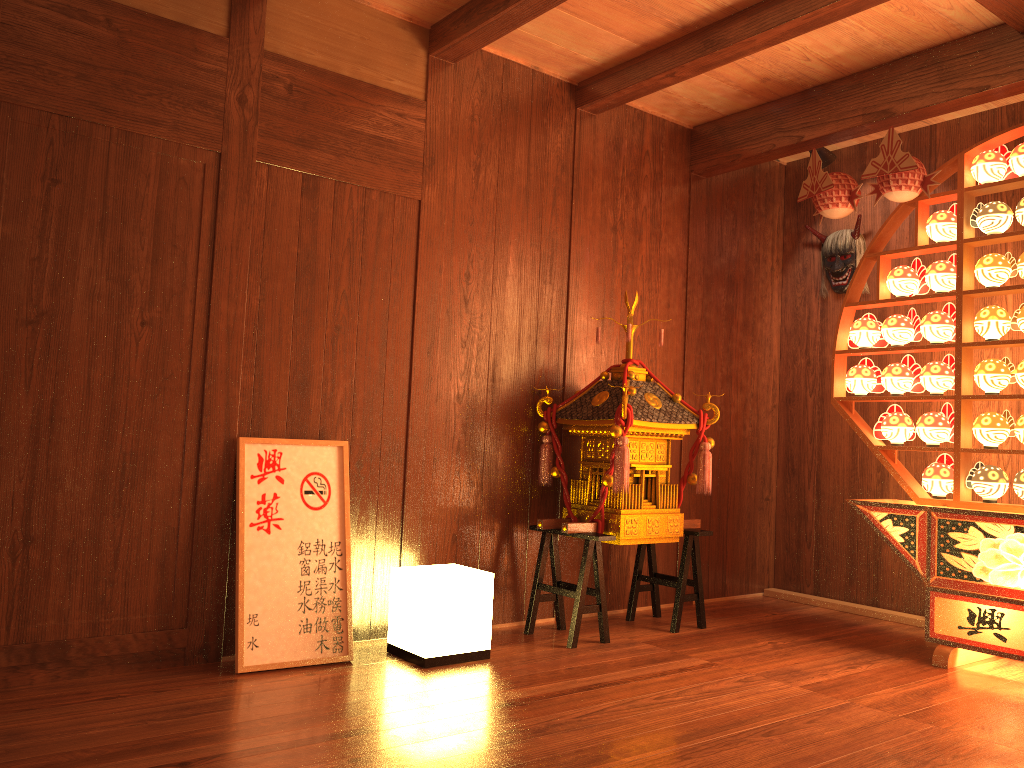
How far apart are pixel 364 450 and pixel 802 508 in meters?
2.6

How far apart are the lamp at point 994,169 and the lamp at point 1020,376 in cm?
79

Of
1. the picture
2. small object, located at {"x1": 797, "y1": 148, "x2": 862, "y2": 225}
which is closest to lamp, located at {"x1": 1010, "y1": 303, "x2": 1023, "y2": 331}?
small object, located at {"x1": 797, "y1": 148, "x2": 862, "y2": 225}

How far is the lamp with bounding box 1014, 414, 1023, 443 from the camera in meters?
3.4 m

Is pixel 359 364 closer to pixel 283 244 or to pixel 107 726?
pixel 283 244

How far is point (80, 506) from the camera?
2.92m

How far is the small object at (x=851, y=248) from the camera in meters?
4.7 m

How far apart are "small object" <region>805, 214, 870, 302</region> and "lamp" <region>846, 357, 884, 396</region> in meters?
0.8 m

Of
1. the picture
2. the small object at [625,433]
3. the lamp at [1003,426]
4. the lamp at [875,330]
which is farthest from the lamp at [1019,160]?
the picture

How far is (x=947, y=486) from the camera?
3.6m
